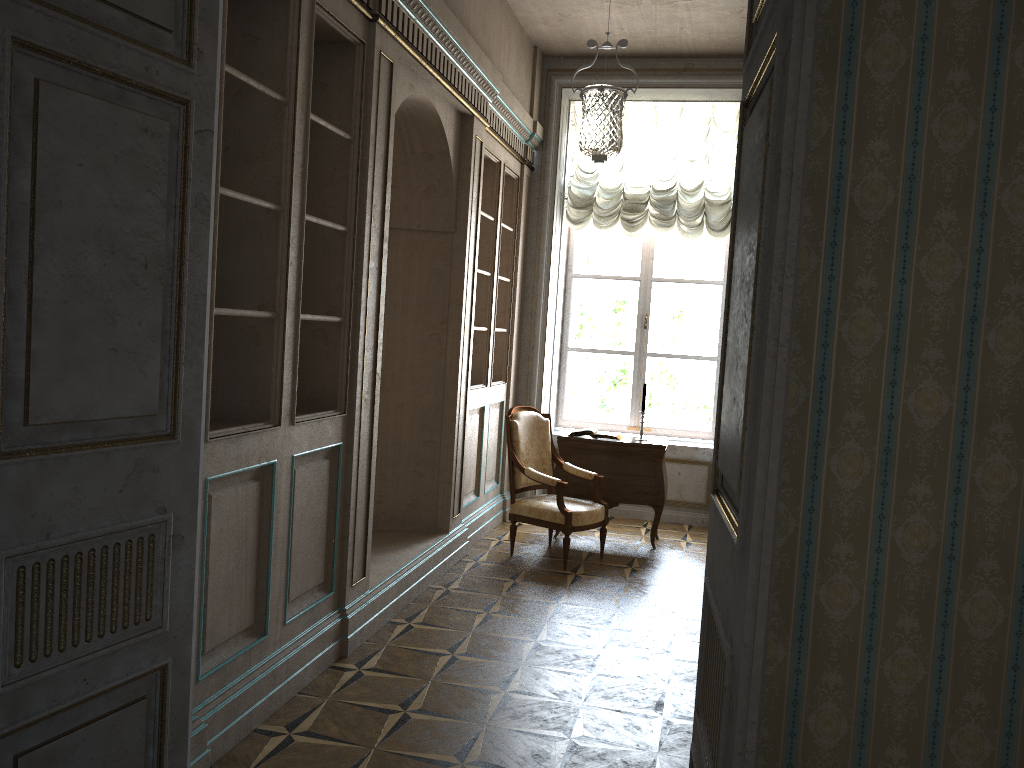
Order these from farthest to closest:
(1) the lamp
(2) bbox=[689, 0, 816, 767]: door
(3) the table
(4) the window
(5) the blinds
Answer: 1. (4) the window
2. (5) the blinds
3. (3) the table
4. (1) the lamp
5. (2) bbox=[689, 0, 816, 767]: door

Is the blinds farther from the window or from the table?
the table

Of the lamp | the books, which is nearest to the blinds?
the lamp

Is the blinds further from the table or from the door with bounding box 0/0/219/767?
the door with bounding box 0/0/219/767

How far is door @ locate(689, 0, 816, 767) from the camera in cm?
142

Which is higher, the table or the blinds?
the blinds

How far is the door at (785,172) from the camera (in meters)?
1.42

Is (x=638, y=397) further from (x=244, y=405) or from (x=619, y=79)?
(x=244, y=405)

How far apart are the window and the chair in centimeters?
161cm

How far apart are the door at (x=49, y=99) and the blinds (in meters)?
5.30
